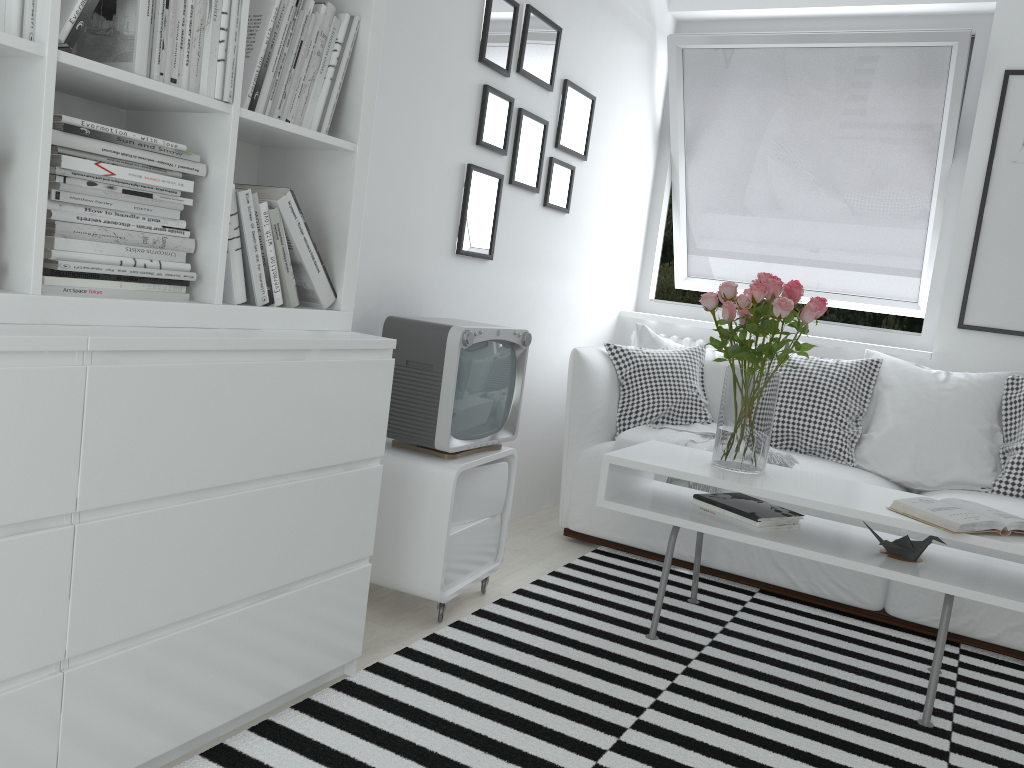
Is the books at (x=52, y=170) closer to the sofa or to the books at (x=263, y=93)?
the books at (x=263, y=93)

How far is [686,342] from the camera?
4.2 meters

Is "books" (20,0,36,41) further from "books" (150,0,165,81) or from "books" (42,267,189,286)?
"books" (42,267,189,286)

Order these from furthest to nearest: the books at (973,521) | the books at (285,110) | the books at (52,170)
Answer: the books at (973,521) → the books at (285,110) → the books at (52,170)

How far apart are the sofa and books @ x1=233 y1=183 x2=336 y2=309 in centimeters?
157cm

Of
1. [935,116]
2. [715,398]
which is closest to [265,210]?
[715,398]

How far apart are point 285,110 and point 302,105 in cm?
7

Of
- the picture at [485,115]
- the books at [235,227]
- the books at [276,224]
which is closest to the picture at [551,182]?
the picture at [485,115]

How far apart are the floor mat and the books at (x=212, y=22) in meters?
1.3 m

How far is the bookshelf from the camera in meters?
1.3 m
